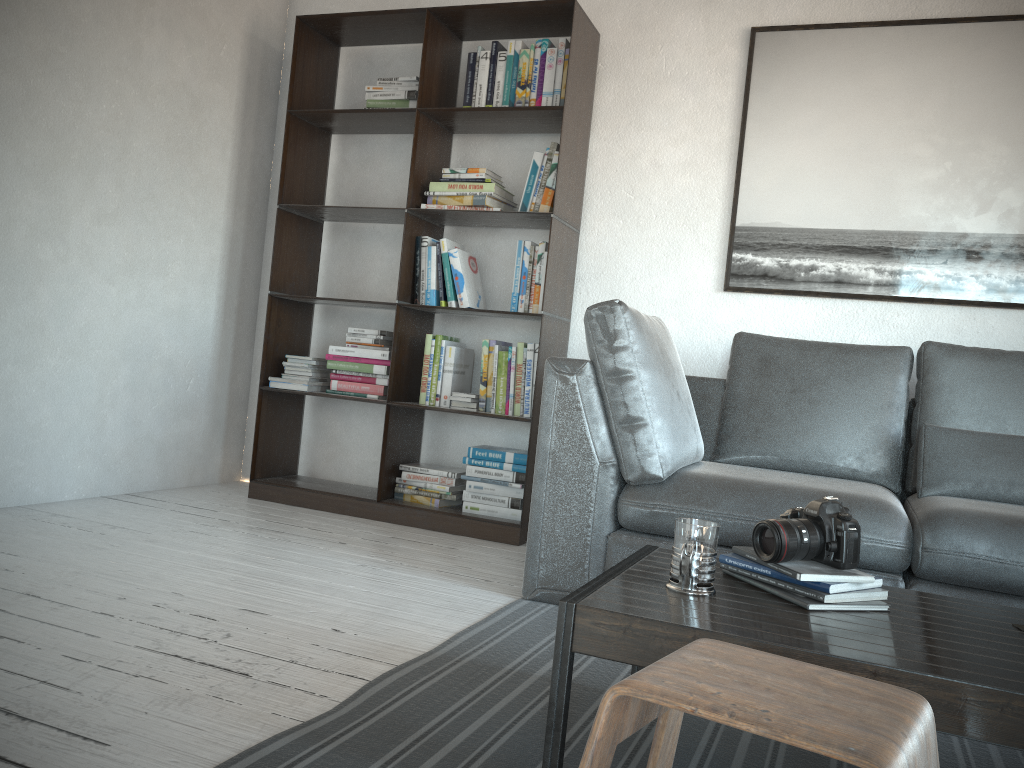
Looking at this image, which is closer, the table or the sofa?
the table

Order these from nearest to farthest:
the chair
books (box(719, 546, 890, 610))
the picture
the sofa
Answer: the chair < books (box(719, 546, 890, 610)) < the sofa < the picture

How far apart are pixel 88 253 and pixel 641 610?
2.85m

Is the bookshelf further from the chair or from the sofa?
the chair

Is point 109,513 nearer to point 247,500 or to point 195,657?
point 247,500

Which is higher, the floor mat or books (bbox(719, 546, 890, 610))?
books (bbox(719, 546, 890, 610))

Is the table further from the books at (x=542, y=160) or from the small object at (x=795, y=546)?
the books at (x=542, y=160)

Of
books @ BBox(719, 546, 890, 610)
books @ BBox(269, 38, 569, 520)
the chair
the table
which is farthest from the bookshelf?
the chair

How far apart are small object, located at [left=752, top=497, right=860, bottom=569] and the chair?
0.4 meters

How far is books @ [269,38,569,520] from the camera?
3.5m
